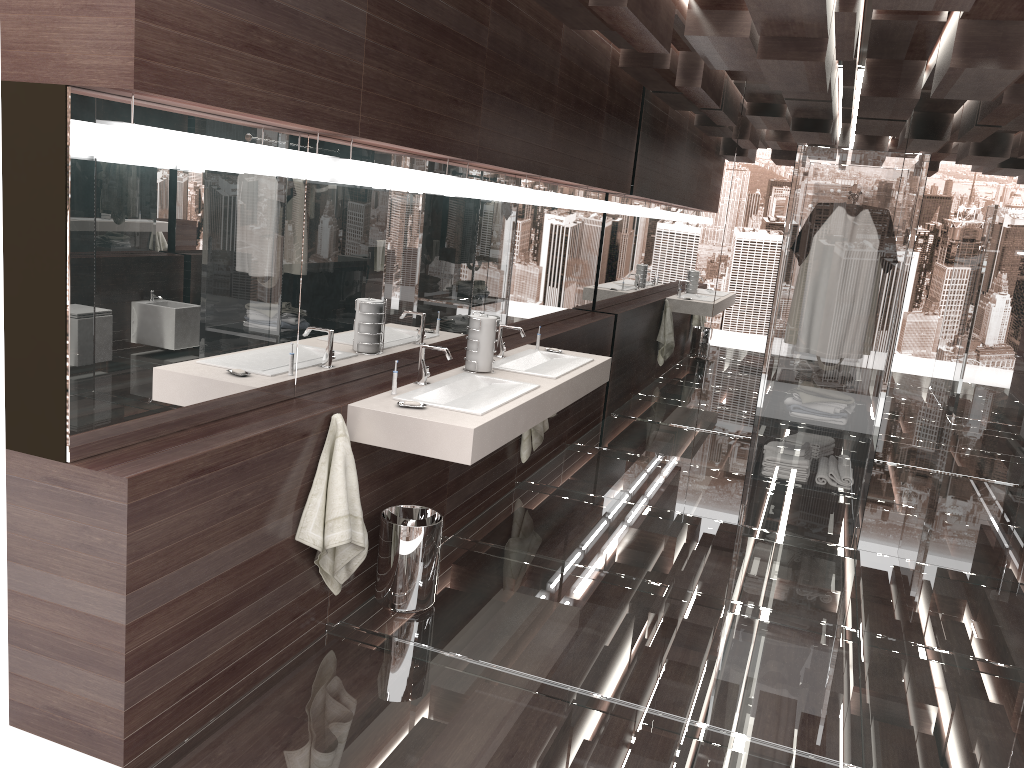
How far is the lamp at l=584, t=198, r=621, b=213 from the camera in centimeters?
598cm

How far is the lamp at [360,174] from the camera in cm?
307

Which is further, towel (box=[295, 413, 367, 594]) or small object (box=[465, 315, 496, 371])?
small object (box=[465, 315, 496, 371])

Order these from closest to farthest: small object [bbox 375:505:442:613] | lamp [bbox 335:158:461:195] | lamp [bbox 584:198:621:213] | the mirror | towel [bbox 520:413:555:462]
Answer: the mirror < lamp [bbox 335:158:461:195] < small object [bbox 375:505:442:613] < towel [bbox 520:413:555:462] < lamp [bbox 584:198:621:213]

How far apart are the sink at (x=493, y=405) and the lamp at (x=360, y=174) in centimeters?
71cm

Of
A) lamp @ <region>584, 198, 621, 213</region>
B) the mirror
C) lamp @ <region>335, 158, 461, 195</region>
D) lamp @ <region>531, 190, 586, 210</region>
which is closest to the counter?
the mirror

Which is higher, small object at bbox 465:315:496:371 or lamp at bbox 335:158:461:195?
lamp at bbox 335:158:461:195

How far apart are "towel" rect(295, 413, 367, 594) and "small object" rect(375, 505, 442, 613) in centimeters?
16cm

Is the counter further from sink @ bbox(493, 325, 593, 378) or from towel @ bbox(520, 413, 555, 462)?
towel @ bbox(520, 413, 555, 462)

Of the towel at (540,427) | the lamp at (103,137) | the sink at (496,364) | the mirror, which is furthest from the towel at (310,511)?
the towel at (540,427)
